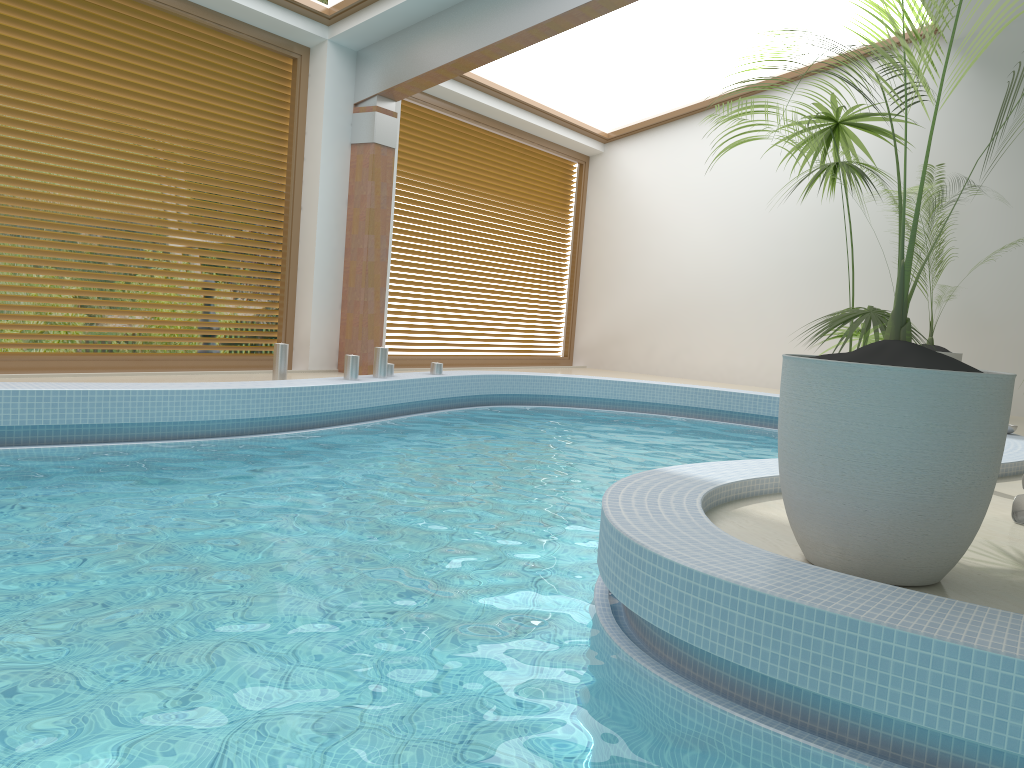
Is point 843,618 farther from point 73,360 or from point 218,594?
point 73,360

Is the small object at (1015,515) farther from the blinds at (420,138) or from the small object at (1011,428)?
the blinds at (420,138)

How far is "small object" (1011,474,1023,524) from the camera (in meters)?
3.72

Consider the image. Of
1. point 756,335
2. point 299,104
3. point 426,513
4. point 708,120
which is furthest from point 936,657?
point 708,120

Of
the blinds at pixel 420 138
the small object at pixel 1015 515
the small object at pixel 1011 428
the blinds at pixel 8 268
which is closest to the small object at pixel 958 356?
the small object at pixel 1011 428

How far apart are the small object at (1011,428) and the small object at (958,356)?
2.67m

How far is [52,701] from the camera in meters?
2.0 m

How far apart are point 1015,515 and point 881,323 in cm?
118

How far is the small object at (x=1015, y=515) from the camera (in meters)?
3.72

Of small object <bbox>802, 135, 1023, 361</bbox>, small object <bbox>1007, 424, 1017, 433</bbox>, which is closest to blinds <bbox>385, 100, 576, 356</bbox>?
small object <bbox>802, 135, 1023, 361</bbox>
